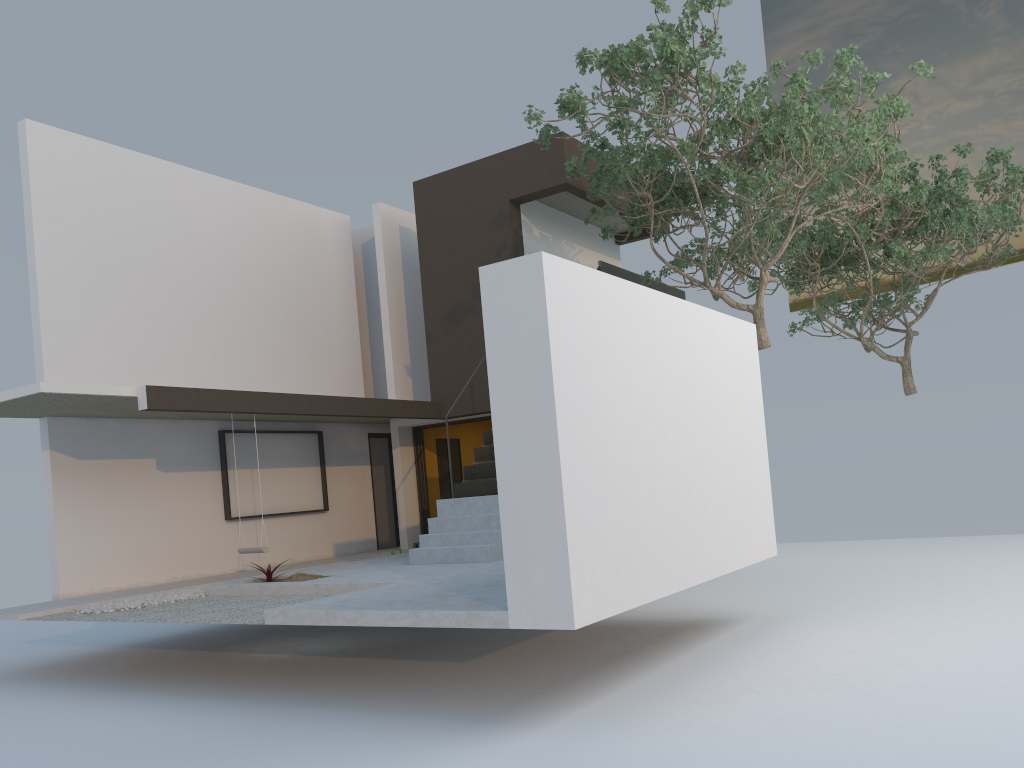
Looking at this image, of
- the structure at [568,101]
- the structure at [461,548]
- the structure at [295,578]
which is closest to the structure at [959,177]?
the structure at [568,101]

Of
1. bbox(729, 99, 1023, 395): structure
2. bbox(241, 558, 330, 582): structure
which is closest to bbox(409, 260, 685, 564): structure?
bbox(241, 558, 330, 582): structure

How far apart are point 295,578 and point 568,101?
5.81m

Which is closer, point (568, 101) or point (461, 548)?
point (568, 101)

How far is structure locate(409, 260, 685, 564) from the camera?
9.8m

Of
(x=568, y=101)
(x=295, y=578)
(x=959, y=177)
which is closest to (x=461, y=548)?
(x=295, y=578)

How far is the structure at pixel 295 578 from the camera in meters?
9.5

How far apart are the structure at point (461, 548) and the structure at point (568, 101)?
0.5m

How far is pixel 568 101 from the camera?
9.1 meters

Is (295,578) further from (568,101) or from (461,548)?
(568,101)
